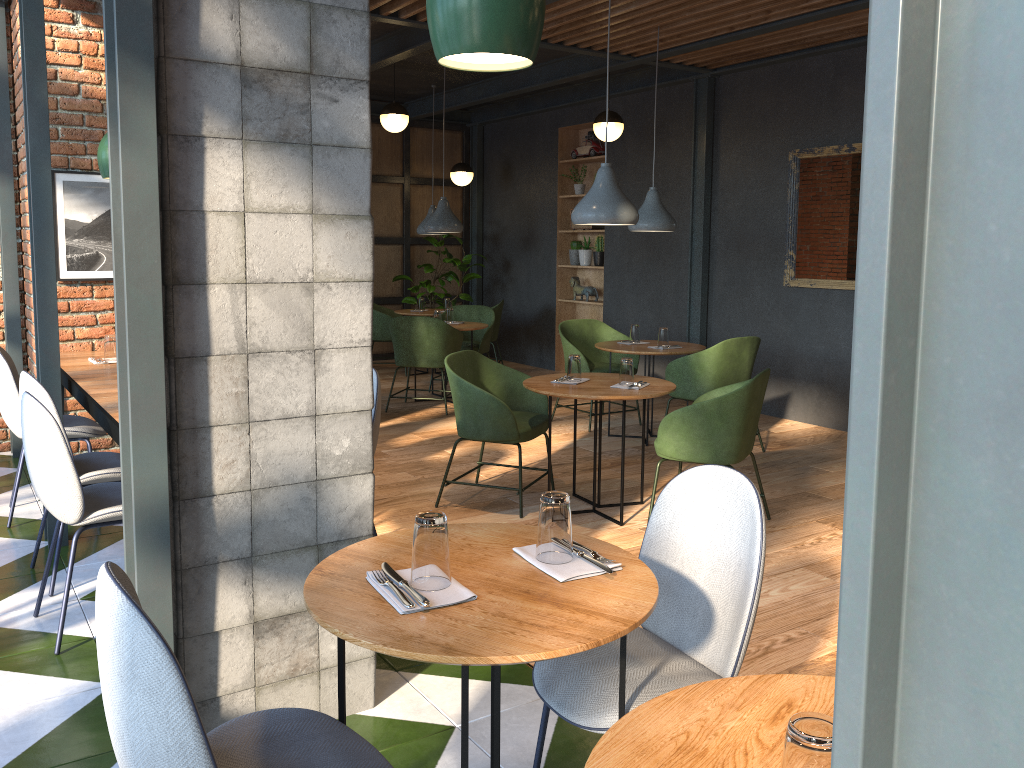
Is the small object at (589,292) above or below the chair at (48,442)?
above

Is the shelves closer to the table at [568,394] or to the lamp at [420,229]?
the lamp at [420,229]

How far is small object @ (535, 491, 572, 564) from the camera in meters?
1.8

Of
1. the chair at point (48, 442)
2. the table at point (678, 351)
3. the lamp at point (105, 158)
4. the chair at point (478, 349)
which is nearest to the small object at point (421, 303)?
the chair at point (478, 349)

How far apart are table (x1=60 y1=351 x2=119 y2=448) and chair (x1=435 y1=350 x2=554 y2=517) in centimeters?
162cm

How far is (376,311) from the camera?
9.38m

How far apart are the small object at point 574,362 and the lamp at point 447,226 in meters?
3.4 m

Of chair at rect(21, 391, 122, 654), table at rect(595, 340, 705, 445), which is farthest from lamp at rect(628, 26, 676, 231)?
chair at rect(21, 391, 122, 654)

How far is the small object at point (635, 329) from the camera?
6.6m

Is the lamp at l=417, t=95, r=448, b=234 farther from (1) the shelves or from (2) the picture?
(2) the picture
